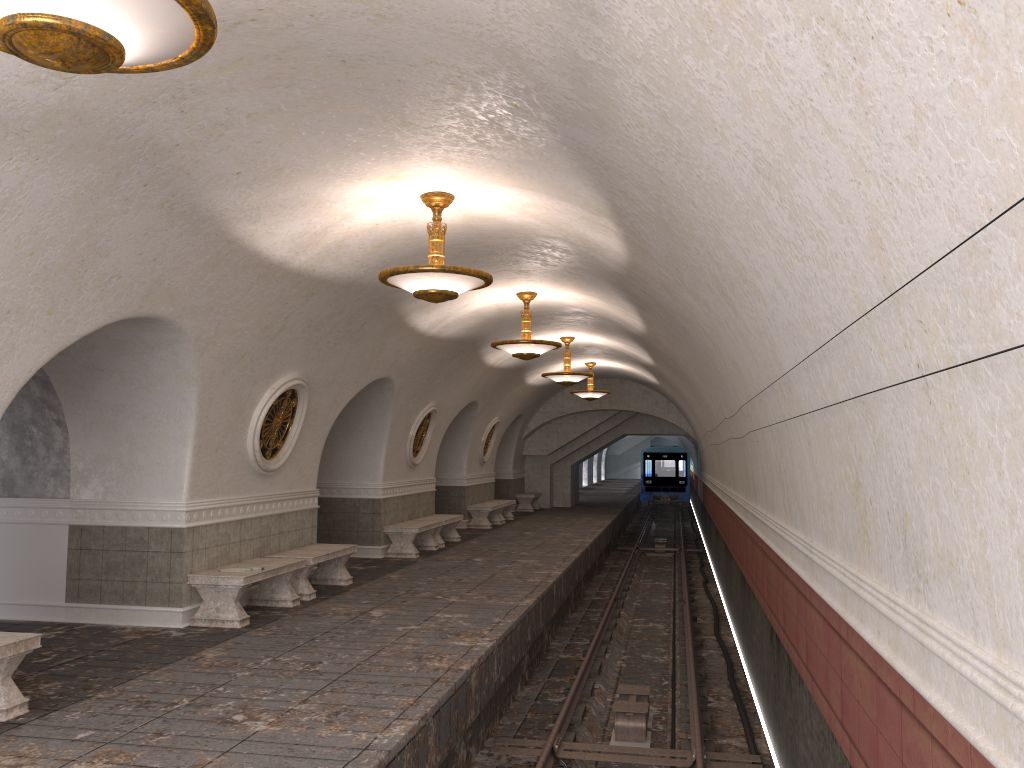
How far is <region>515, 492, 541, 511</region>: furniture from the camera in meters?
26.7

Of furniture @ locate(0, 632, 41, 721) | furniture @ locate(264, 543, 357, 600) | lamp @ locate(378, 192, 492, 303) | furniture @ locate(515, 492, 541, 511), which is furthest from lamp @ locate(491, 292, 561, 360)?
furniture @ locate(515, 492, 541, 511)

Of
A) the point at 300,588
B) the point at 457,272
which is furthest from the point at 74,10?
the point at 300,588

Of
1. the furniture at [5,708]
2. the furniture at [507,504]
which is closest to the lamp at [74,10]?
the furniture at [5,708]

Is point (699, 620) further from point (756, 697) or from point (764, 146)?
point (764, 146)

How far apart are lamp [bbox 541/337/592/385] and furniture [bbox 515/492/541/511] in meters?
10.1 m

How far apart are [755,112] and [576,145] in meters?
2.7

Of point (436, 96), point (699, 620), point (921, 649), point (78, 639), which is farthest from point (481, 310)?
point (921, 649)

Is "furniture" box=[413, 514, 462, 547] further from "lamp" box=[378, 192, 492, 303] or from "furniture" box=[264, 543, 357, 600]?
"lamp" box=[378, 192, 492, 303]

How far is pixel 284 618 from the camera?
9.24m
